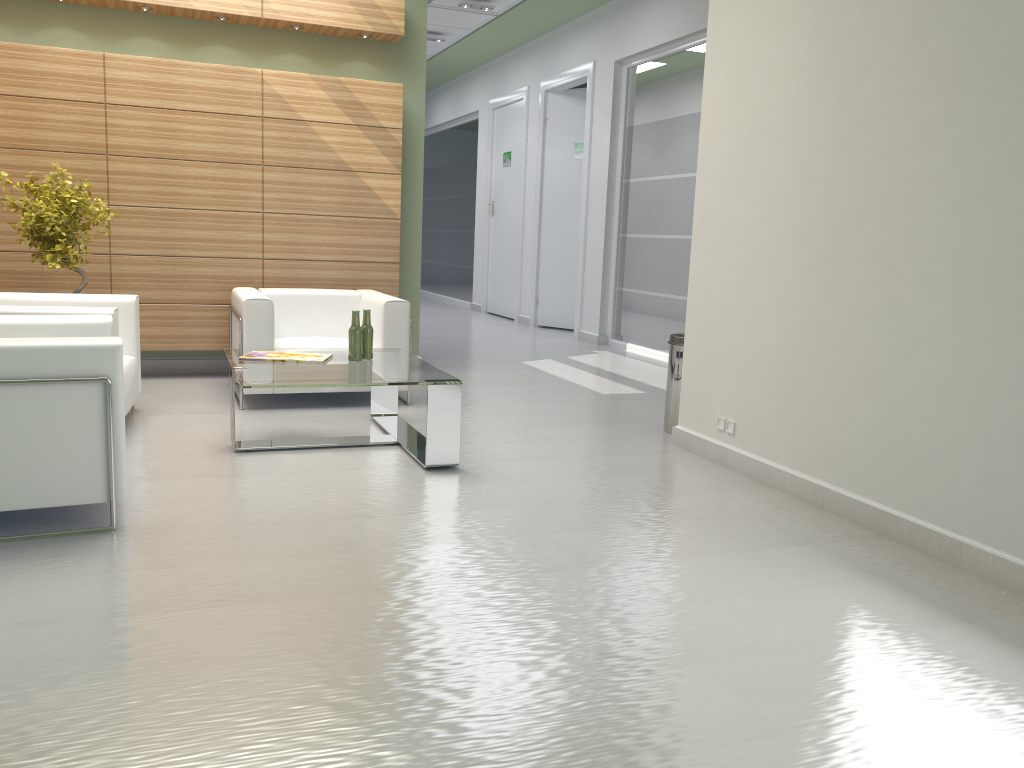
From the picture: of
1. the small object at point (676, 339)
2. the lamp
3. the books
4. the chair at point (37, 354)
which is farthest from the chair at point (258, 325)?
the lamp

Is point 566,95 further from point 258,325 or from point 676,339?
point 258,325

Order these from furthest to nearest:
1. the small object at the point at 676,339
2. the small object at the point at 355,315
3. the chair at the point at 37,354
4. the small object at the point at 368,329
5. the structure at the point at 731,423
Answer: the small object at the point at 676,339 < the small object at the point at 368,329 < the small object at the point at 355,315 < the structure at the point at 731,423 < the chair at the point at 37,354

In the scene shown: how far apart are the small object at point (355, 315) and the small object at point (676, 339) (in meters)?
3.24

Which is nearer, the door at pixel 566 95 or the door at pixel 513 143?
the door at pixel 566 95

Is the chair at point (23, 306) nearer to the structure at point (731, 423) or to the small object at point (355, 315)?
the small object at point (355, 315)

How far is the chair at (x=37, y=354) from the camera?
5.36m

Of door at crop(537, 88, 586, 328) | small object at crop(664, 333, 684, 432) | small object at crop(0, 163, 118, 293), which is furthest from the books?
door at crop(537, 88, 586, 328)

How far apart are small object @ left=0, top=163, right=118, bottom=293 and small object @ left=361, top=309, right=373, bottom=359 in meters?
3.4

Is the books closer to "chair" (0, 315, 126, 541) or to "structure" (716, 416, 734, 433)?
"chair" (0, 315, 126, 541)
